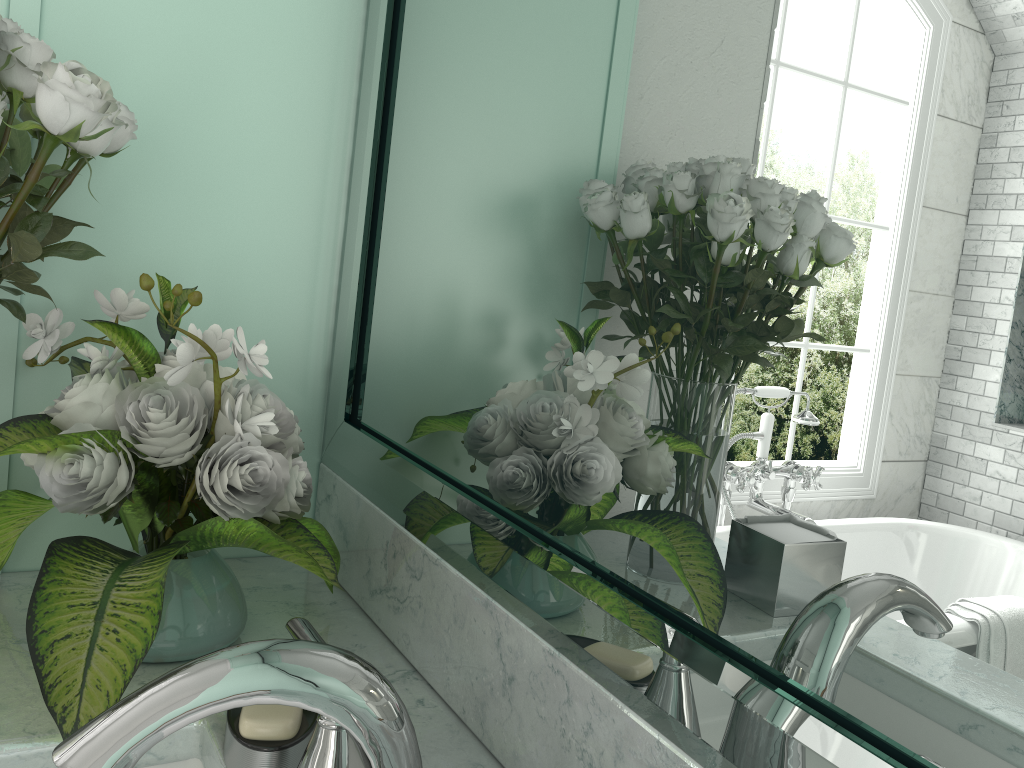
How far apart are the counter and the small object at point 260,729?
0.1m

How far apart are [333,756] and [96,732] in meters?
0.2 m

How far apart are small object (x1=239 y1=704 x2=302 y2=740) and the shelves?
0.5 meters

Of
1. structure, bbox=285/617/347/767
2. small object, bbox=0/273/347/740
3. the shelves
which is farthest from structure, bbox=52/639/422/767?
the shelves

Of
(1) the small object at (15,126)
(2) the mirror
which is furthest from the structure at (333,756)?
(1) the small object at (15,126)

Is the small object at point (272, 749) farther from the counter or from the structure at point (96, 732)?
the structure at point (96, 732)

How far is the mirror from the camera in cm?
45

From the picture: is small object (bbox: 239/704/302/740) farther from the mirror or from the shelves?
the shelves

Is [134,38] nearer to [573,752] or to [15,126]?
[15,126]

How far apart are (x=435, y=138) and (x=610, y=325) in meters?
0.4 m
